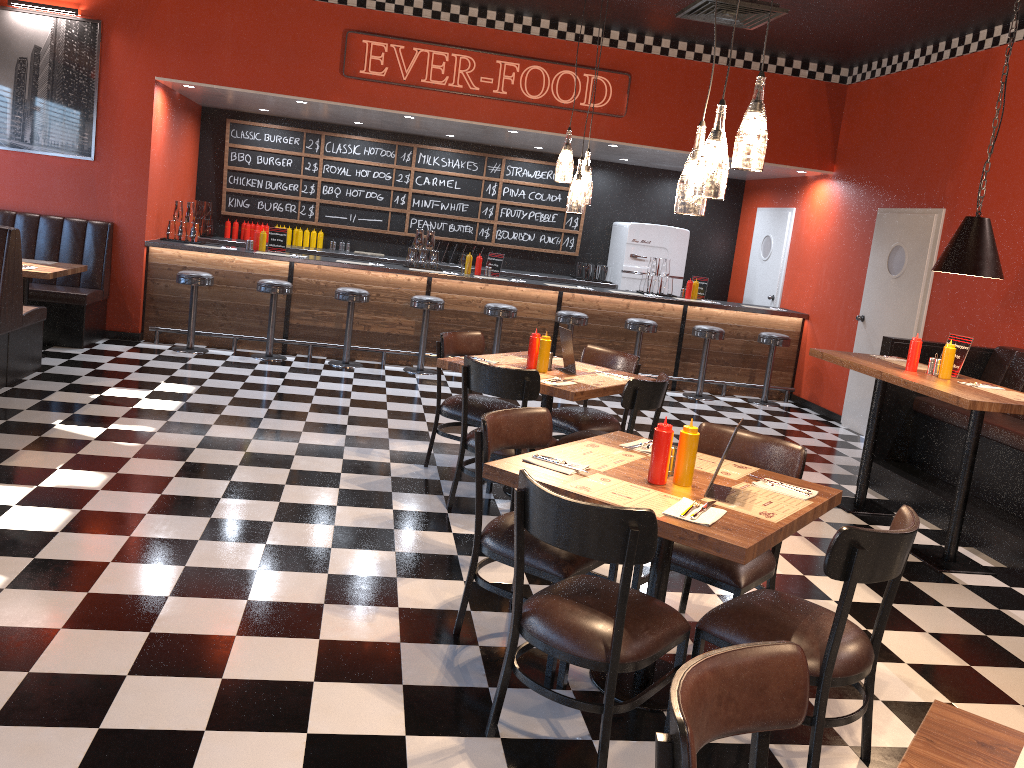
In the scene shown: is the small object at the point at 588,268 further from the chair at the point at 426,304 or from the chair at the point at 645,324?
the chair at the point at 426,304

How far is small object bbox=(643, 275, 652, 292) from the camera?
9.91m

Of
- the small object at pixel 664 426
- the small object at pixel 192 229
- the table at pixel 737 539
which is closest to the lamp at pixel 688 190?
the small object at pixel 664 426

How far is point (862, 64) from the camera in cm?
909

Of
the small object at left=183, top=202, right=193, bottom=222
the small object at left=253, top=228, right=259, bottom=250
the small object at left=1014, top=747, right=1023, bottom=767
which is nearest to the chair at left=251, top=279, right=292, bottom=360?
the small object at left=253, top=228, right=259, bottom=250

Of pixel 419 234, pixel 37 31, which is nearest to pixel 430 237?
pixel 419 234

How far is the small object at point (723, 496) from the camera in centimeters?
303cm

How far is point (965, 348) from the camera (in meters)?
5.39

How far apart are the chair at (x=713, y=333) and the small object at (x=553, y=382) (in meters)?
4.76

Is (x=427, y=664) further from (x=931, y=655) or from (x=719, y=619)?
(x=931, y=655)
